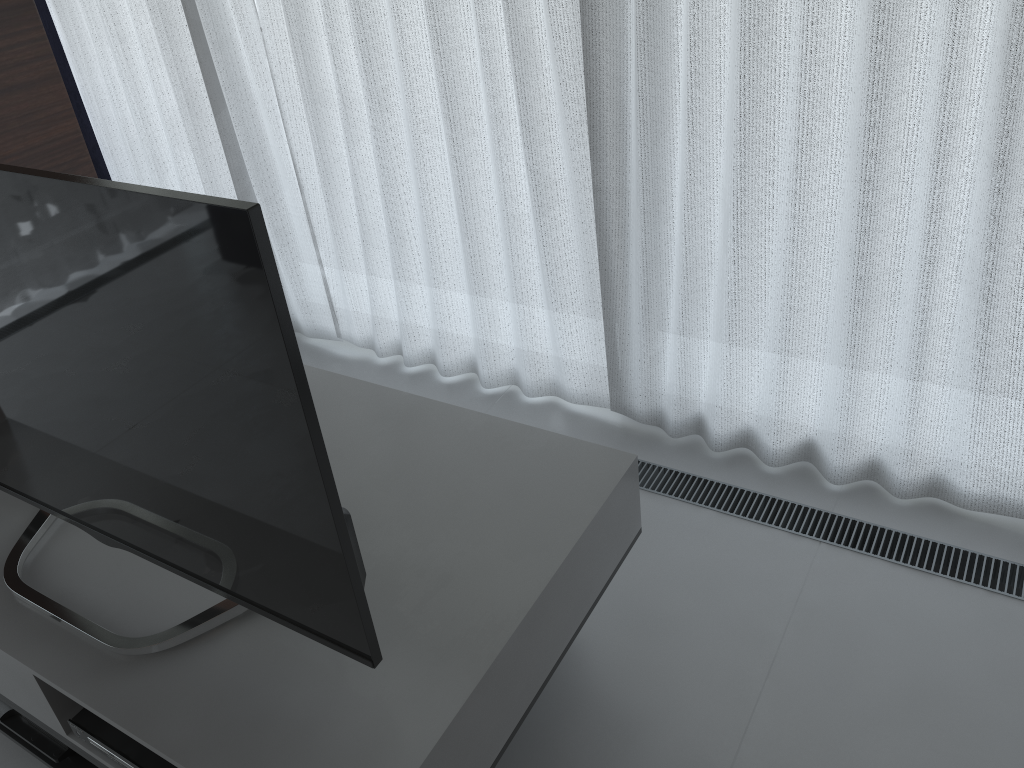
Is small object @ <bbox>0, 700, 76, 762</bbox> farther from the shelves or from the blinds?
the blinds

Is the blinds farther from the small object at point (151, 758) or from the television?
the small object at point (151, 758)

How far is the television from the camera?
1.0m

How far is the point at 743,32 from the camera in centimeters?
180cm

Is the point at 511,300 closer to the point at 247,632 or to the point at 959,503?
the point at 959,503

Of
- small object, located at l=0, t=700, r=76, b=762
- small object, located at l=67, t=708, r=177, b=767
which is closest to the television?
small object, located at l=67, t=708, r=177, b=767

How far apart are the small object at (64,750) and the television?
0.4 meters

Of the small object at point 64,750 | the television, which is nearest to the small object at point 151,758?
the television

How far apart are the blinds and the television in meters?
1.3 m

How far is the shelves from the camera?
1.3m
